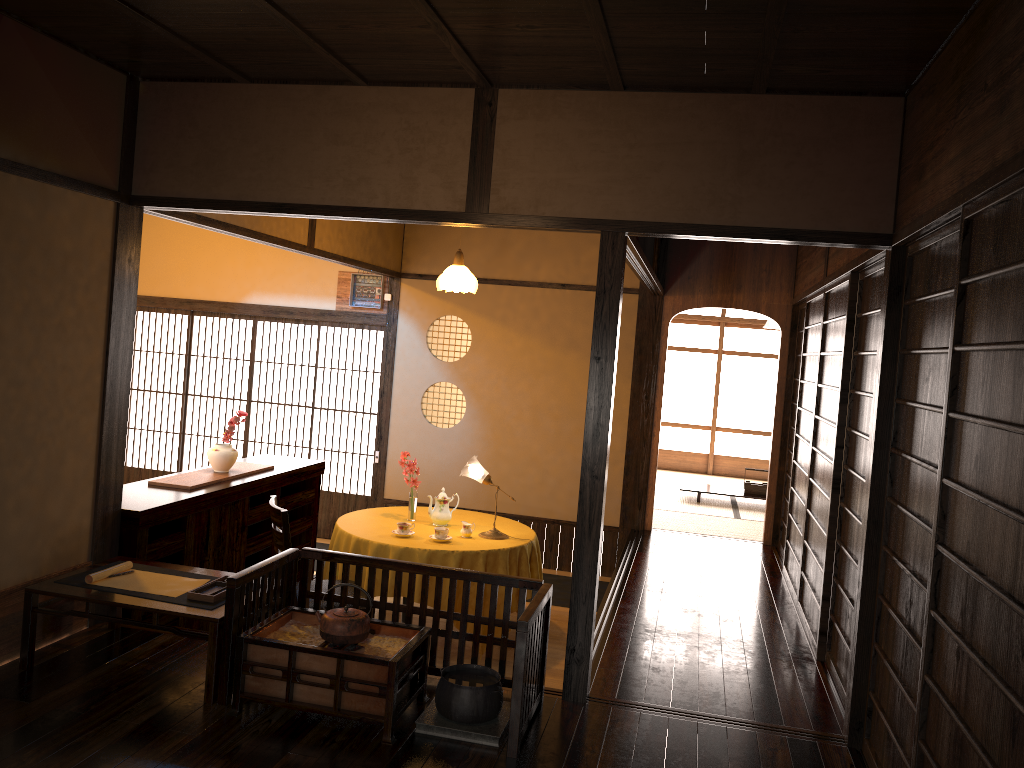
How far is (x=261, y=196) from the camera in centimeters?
406cm

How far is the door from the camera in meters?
8.2

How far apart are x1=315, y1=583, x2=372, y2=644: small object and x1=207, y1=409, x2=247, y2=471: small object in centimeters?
224cm

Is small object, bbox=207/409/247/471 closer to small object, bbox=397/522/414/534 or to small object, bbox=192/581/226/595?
small object, bbox=397/522/414/534

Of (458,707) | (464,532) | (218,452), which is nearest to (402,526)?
(464,532)

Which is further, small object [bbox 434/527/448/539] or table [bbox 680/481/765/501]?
table [bbox 680/481/765/501]

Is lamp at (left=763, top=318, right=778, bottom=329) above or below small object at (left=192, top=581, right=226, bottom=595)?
above

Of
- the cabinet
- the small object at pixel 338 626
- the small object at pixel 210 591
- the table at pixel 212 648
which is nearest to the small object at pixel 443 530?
the cabinet

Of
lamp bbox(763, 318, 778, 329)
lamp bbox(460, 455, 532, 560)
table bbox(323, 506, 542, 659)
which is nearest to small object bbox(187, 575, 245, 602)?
table bbox(323, 506, 542, 659)

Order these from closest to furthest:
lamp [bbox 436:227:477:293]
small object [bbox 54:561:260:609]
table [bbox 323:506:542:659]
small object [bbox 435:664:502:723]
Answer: small object [bbox 435:664:502:723]
small object [bbox 54:561:260:609]
table [bbox 323:506:542:659]
lamp [bbox 436:227:477:293]
